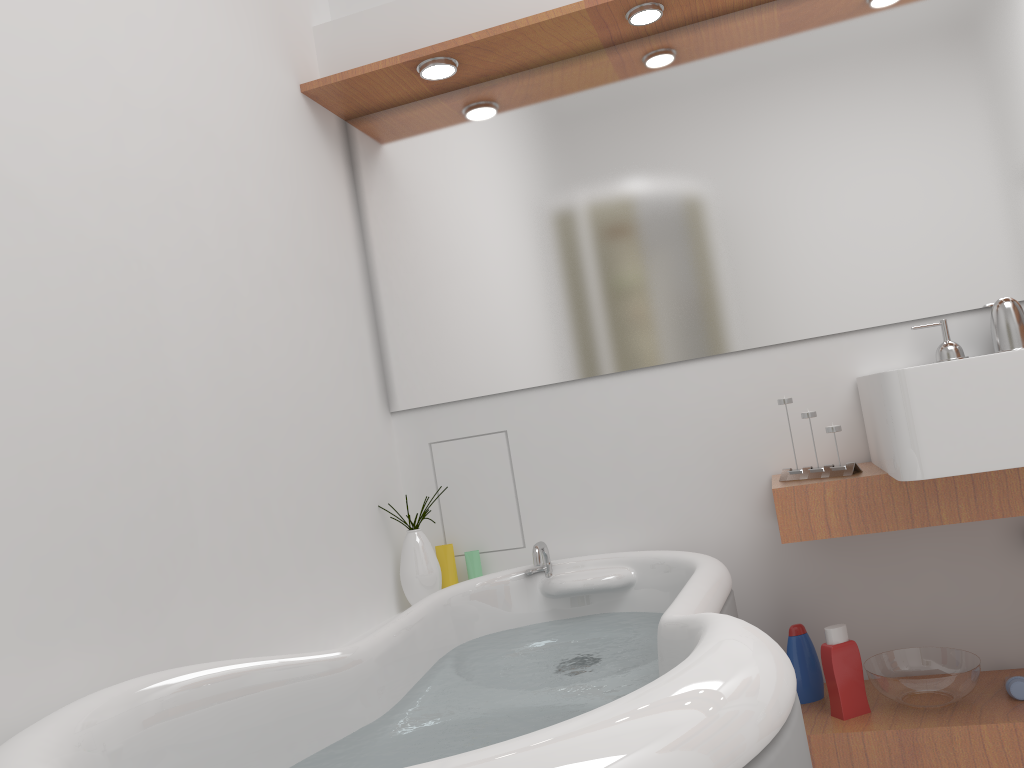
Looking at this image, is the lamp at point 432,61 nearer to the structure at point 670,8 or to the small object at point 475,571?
the structure at point 670,8

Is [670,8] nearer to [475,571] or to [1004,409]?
[1004,409]

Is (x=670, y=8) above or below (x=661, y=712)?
above

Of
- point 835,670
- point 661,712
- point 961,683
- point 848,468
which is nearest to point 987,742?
point 961,683

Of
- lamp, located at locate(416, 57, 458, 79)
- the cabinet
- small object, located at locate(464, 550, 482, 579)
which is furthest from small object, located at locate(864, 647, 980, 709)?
Answer: lamp, located at locate(416, 57, 458, 79)

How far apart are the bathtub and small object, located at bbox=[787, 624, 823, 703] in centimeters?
30cm

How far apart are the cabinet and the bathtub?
0.2 meters

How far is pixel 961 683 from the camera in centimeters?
191cm

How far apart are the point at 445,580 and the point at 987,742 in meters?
1.4 m

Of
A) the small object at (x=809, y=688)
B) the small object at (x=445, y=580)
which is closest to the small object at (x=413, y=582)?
the small object at (x=445, y=580)
